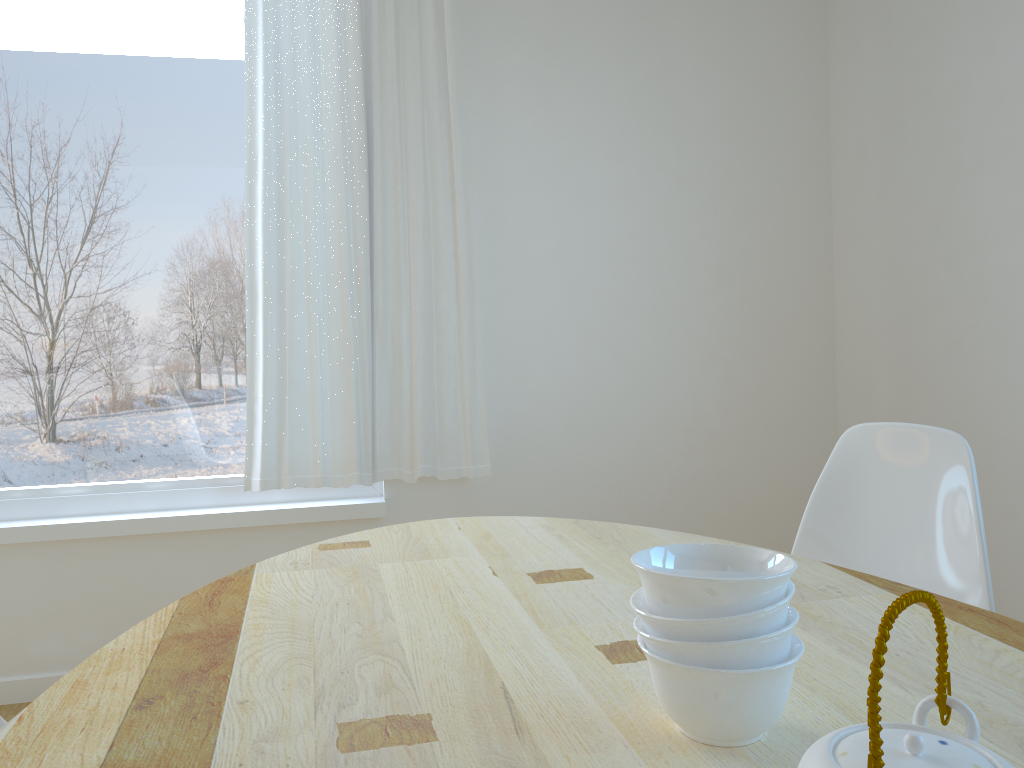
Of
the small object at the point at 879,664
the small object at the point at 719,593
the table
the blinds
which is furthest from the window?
the small object at the point at 879,664

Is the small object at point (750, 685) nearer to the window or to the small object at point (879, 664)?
the small object at point (879, 664)

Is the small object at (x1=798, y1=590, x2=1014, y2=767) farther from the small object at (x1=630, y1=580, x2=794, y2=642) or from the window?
the window

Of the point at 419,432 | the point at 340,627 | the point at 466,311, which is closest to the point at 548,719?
the point at 340,627

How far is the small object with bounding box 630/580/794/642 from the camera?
0.77m

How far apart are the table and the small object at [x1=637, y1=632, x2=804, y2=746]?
0.0 meters

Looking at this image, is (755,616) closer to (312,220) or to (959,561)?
(959,561)

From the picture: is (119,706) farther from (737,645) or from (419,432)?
(419,432)

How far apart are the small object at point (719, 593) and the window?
2.23m

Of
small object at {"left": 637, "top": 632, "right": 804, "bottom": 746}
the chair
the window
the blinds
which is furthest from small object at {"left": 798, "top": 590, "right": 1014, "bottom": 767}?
the window
